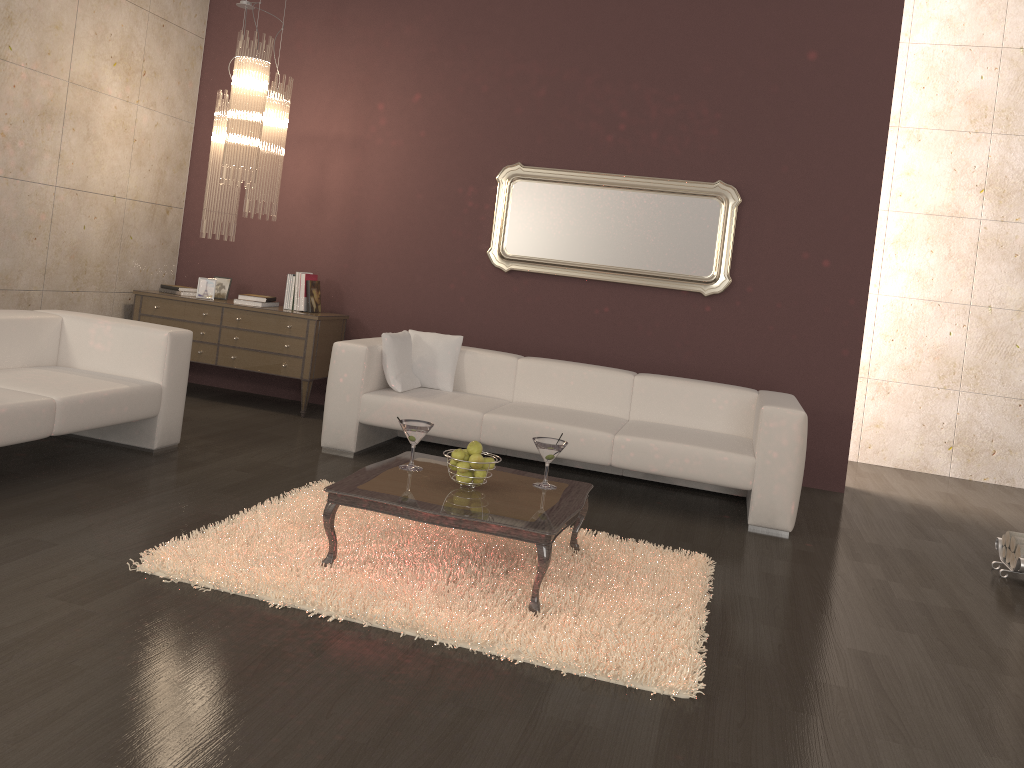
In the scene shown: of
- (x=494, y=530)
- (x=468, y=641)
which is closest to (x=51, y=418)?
(x=494, y=530)

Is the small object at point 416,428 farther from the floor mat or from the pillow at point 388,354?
the pillow at point 388,354

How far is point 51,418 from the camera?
3.97m

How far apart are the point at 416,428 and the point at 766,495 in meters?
2.1

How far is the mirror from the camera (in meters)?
6.07

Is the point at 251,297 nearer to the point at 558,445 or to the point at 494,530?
the point at 558,445

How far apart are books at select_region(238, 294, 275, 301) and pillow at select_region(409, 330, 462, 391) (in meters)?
1.38

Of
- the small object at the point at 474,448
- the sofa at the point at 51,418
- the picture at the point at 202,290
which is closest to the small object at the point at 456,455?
the small object at the point at 474,448

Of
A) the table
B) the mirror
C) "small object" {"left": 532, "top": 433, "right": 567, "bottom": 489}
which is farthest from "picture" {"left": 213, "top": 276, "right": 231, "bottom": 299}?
"small object" {"left": 532, "top": 433, "right": 567, "bottom": 489}

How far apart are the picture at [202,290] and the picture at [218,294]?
0.14m
